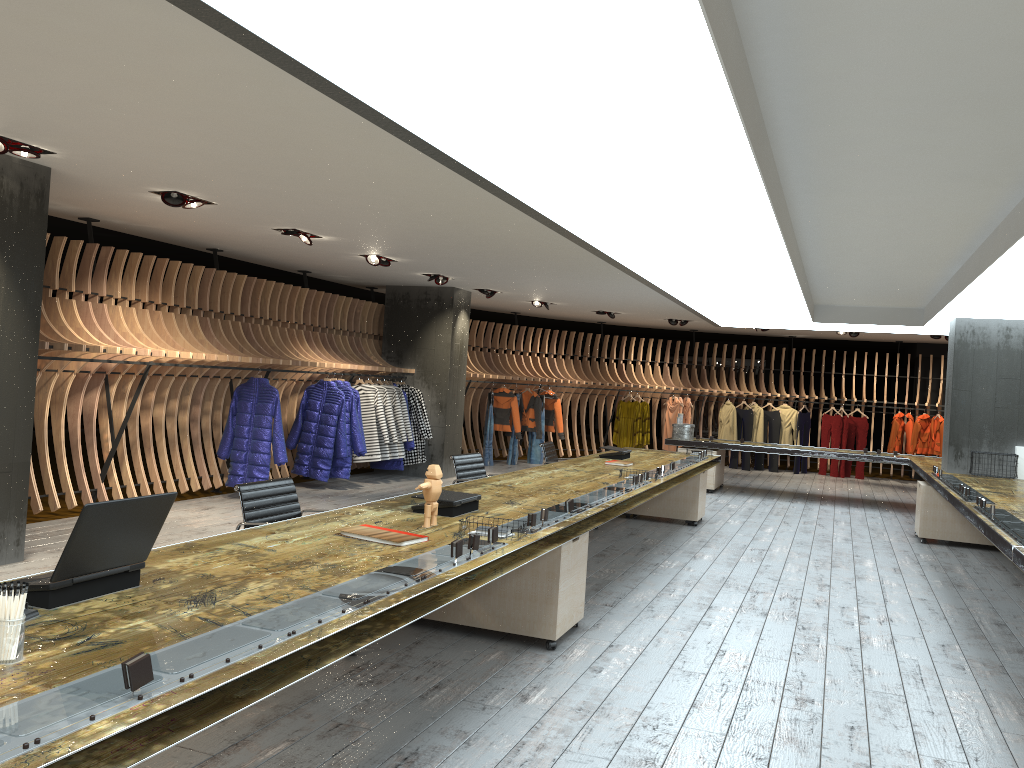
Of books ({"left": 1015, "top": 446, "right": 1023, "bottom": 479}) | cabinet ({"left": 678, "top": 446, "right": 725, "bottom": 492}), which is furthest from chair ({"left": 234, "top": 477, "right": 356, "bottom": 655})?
cabinet ({"left": 678, "top": 446, "right": 725, "bottom": 492})

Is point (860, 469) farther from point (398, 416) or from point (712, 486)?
point (398, 416)

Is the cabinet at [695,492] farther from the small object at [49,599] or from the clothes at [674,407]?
the small object at [49,599]

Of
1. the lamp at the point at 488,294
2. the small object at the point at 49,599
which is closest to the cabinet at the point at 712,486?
the lamp at the point at 488,294

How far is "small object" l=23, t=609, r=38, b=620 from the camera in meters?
2.4 m

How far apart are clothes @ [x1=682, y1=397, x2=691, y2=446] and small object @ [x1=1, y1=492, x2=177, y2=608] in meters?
15.3 m

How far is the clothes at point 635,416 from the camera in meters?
17.0 m

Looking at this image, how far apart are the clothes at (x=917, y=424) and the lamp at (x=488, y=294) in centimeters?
898cm

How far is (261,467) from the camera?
9.54m

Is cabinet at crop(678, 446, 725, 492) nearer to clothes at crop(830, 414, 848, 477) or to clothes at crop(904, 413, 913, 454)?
clothes at crop(830, 414, 848, 477)
